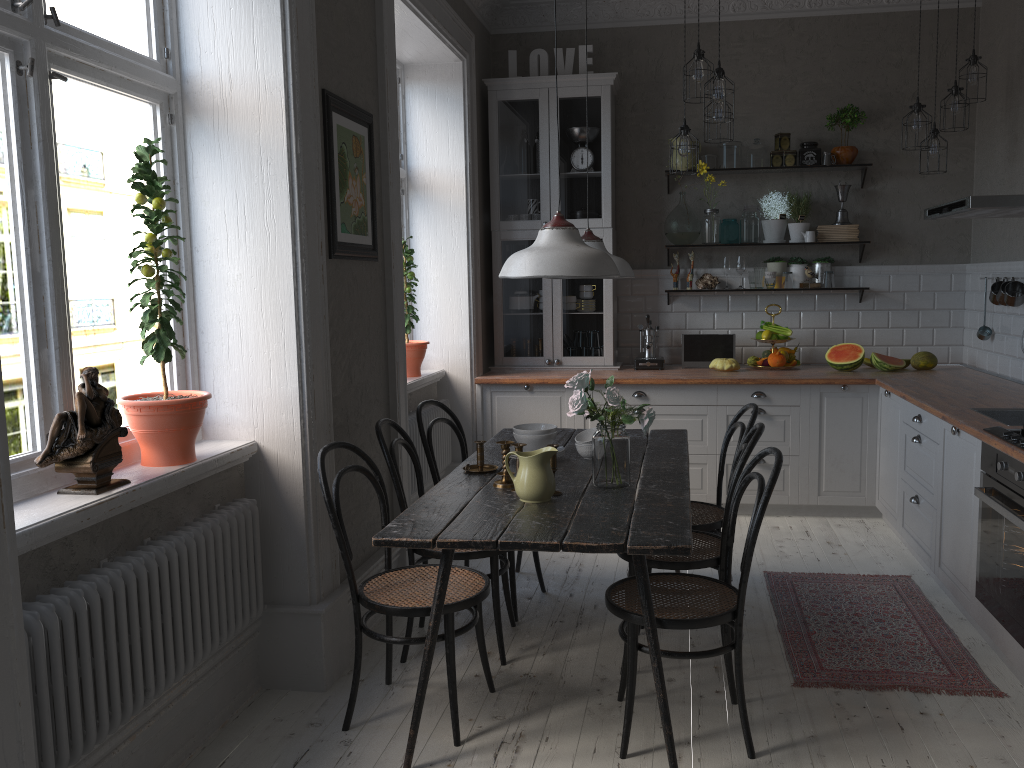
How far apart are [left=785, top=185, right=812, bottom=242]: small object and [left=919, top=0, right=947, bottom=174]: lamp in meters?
0.9

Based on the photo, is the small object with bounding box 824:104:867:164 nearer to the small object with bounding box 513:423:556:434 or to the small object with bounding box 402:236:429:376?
the small object with bounding box 402:236:429:376

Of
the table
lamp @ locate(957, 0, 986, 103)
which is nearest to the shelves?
lamp @ locate(957, 0, 986, 103)

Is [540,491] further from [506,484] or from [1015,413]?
[1015,413]

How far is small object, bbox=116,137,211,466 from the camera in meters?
2.7

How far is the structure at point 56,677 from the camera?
2.07m

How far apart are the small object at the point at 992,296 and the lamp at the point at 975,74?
1.11m

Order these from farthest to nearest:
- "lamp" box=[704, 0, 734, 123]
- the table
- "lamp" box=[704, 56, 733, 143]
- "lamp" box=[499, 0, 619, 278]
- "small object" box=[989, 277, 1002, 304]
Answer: "small object" box=[989, 277, 1002, 304], "lamp" box=[704, 56, 733, 143], "lamp" box=[704, 0, 734, 123], "lamp" box=[499, 0, 619, 278], the table

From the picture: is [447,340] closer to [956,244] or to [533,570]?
[533,570]

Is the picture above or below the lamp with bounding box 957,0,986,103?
below
